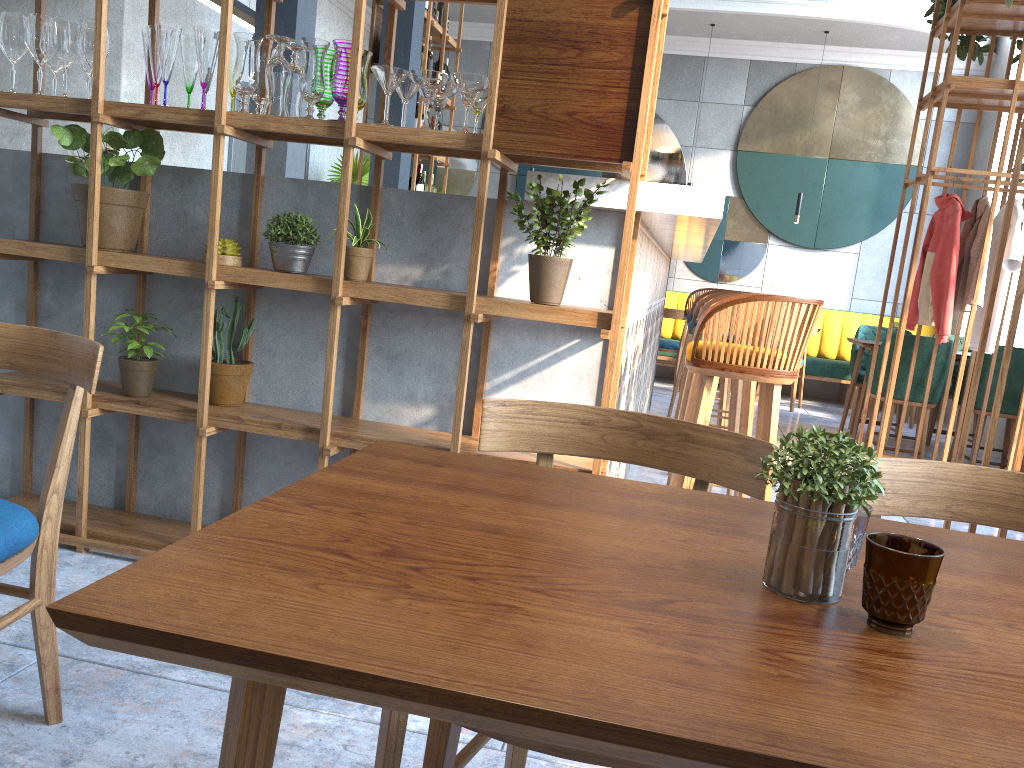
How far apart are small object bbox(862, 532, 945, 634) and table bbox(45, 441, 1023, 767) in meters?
0.0 m

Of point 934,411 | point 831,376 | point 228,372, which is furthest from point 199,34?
point 831,376

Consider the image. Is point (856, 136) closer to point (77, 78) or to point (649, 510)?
point (77, 78)

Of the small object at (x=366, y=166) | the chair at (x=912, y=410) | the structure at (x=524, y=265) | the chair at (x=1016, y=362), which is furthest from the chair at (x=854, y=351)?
the small object at (x=366, y=166)

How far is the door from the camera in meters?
7.3 m

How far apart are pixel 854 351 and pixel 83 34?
5.87m

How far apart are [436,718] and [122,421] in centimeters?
269cm

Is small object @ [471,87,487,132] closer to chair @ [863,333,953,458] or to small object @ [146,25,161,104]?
small object @ [146,25,161,104]

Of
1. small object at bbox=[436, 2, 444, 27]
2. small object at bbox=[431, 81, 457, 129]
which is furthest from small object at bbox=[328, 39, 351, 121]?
small object at bbox=[436, 2, 444, 27]

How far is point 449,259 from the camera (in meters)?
2.66
